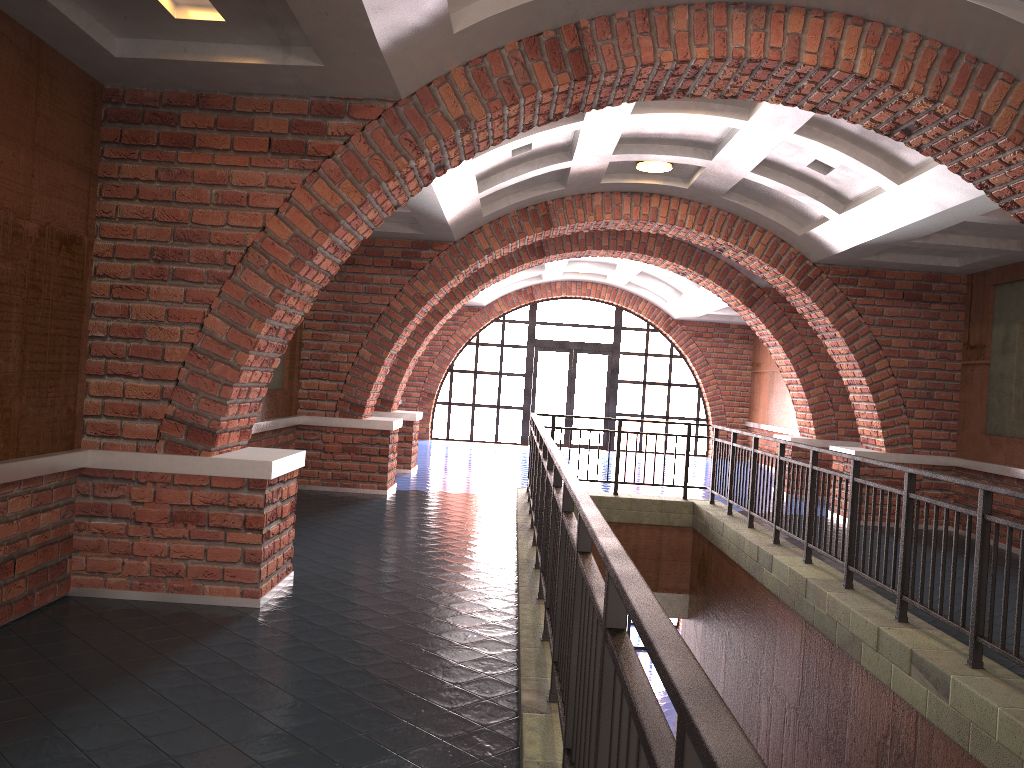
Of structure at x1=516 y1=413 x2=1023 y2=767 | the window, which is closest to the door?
the window

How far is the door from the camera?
20.0m

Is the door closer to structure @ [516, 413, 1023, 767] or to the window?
the window

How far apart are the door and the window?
0.14m

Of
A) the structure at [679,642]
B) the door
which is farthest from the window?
the structure at [679,642]

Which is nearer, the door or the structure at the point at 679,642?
the structure at the point at 679,642

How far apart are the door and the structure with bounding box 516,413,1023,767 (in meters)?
9.29

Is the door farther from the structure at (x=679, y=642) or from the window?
the structure at (x=679, y=642)

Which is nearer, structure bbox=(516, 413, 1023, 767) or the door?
structure bbox=(516, 413, 1023, 767)

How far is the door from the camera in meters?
20.0 m
